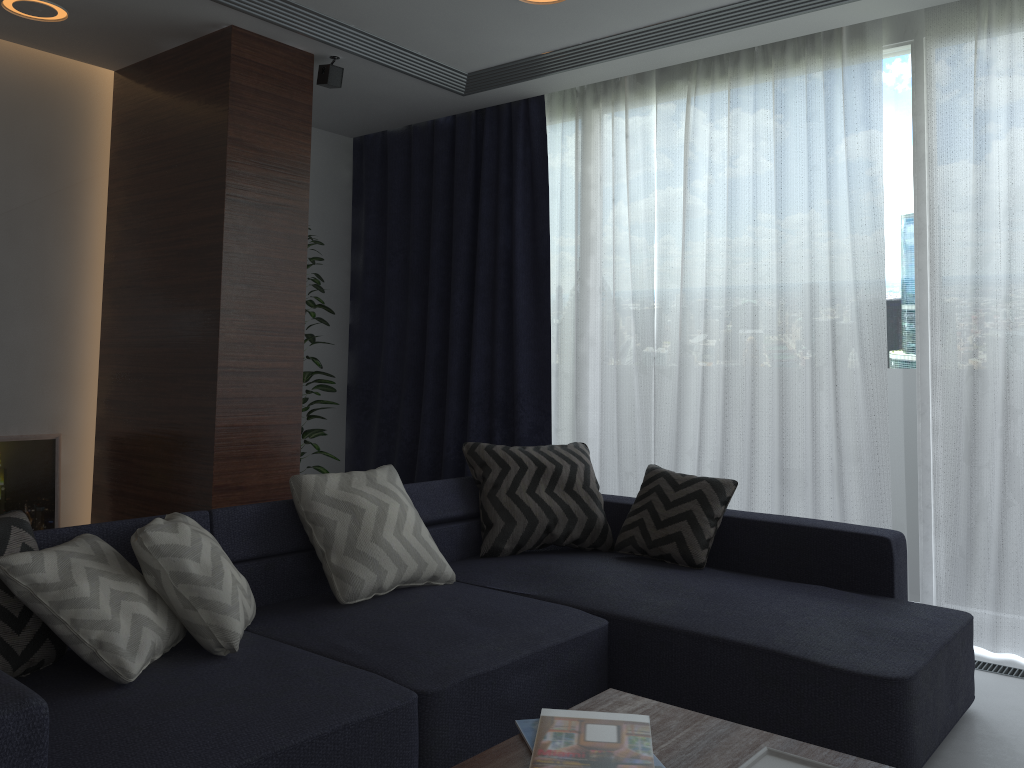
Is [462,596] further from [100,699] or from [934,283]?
[934,283]

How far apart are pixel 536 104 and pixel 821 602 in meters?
3.1 m

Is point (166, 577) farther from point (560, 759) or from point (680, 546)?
point (680, 546)

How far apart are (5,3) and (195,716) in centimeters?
319cm

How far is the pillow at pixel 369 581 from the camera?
2.8 meters

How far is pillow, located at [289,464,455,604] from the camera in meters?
2.8

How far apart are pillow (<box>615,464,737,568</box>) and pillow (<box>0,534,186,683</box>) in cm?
177

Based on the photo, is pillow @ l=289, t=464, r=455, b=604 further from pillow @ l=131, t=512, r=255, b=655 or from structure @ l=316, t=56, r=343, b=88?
structure @ l=316, t=56, r=343, b=88

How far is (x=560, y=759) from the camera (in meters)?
1.63

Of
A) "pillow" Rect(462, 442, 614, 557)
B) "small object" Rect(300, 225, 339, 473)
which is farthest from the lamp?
"pillow" Rect(462, 442, 614, 557)
